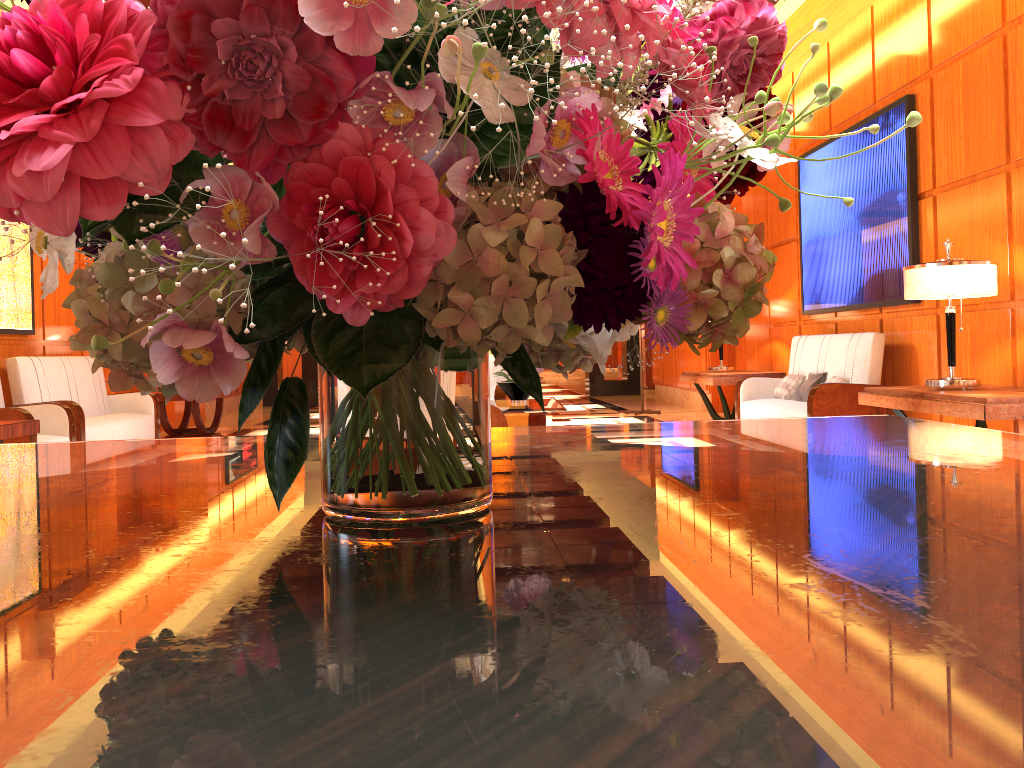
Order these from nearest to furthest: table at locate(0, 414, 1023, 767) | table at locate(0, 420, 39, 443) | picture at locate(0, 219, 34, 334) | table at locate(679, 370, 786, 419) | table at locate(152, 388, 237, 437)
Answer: table at locate(0, 414, 1023, 767), table at locate(0, 420, 39, 443), picture at locate(0, 219, 34, 334), table at locate(679, 370, 786, 419), table at locate(152, 388, 237, 437)

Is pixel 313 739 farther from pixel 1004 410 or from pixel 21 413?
pixel 21 413

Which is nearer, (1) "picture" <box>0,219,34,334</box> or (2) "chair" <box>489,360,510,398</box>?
(1) "picture" <box>0,219,34,334</box>

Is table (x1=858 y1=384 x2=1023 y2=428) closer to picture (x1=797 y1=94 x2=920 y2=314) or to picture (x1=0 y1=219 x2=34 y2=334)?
picture (x1=797 y1=94 x2=920 y2=314)

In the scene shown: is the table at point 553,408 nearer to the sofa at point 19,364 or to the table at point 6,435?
the table at point 6,435

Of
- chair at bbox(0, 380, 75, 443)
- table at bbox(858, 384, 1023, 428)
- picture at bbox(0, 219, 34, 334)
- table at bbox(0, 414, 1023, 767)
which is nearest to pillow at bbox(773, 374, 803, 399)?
table at bbox(858, 384, 1023, 428)

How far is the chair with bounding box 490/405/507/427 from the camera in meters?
4.7

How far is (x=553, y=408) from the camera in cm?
582

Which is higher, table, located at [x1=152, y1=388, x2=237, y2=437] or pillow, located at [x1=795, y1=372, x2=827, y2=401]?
pillow, located at [x1=795, y1=372, x2=827, y2=401]

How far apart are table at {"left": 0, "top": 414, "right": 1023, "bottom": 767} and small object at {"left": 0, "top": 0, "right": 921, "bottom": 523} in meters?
0.0 m
